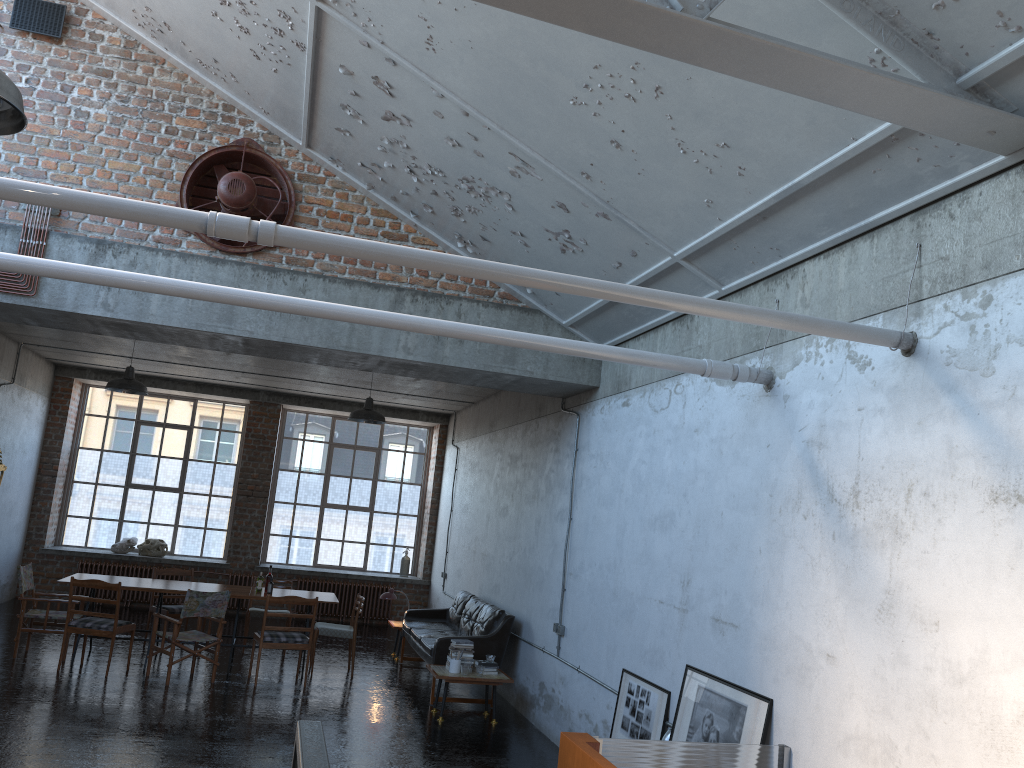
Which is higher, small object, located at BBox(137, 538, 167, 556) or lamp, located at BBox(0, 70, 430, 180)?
lamp, located at BBox(0, 70, 430, 180)

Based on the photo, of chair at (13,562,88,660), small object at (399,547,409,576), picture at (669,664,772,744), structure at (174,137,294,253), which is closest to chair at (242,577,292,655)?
chair at (13,562,88,660)

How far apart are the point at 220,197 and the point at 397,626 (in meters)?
6.83

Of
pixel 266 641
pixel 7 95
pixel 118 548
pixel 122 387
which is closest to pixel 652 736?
pixel 266 641

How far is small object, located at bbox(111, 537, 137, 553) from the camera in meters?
15.1

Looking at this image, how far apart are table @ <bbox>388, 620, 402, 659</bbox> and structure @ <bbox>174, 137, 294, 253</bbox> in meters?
6.2 m

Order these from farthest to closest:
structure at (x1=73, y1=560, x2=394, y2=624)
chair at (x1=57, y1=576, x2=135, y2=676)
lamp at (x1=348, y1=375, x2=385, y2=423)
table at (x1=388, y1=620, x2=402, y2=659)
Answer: structure at (x1=73, y1=560, x2=394, y2=624) < table at (x1=388, y1=620, x2=402, y2=659) < lamp at (x1=348, y1=375, x2=385, y2=423) < chair at (x1=57, y1=576, x2=135, y2=676)

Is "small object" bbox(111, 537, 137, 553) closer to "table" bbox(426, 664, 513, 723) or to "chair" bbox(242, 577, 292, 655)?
"chair" bbox(242, 577, 292, 655)

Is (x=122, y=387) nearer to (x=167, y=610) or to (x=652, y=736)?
(x=167, y=610)

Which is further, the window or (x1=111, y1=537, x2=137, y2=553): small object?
the window
